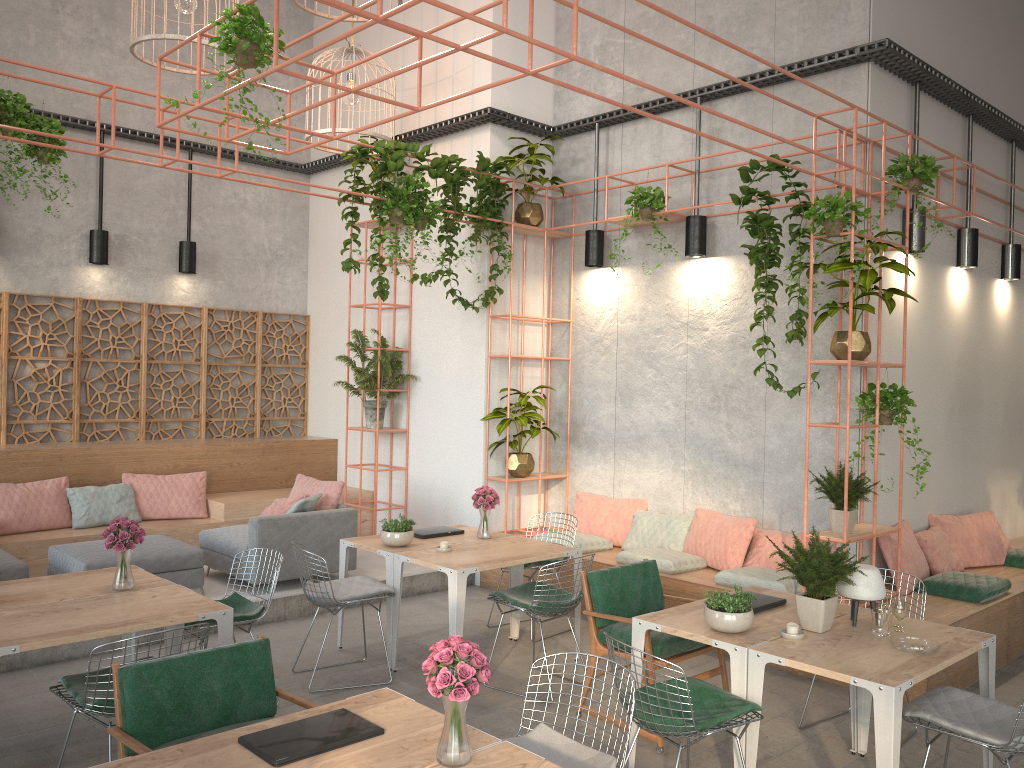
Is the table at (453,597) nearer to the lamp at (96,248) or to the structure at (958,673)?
the structure at (958,673)

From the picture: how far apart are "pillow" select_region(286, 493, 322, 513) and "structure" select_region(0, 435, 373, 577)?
1.4 meters

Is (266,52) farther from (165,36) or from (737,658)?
(737,658)

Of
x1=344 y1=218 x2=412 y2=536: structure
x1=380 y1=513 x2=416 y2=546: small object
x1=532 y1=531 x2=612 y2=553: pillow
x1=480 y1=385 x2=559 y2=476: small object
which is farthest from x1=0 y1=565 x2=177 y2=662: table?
x1=344 y1=218 x2=412 y2=536: structure

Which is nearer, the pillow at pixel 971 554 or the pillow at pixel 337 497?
the pillow at pixel 971 554

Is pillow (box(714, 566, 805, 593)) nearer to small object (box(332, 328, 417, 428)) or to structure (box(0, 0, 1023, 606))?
structure (box(0, 0, 1023, 606))

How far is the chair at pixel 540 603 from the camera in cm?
575

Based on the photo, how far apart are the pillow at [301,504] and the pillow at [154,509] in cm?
174

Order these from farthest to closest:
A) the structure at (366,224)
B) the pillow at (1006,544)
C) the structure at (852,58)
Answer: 1. the structure at (366,224)
2. the pillow at (1006,544)
3. the structure at (852,58)

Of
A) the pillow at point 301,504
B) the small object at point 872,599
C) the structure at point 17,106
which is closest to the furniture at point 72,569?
the pillow at point 301,504
